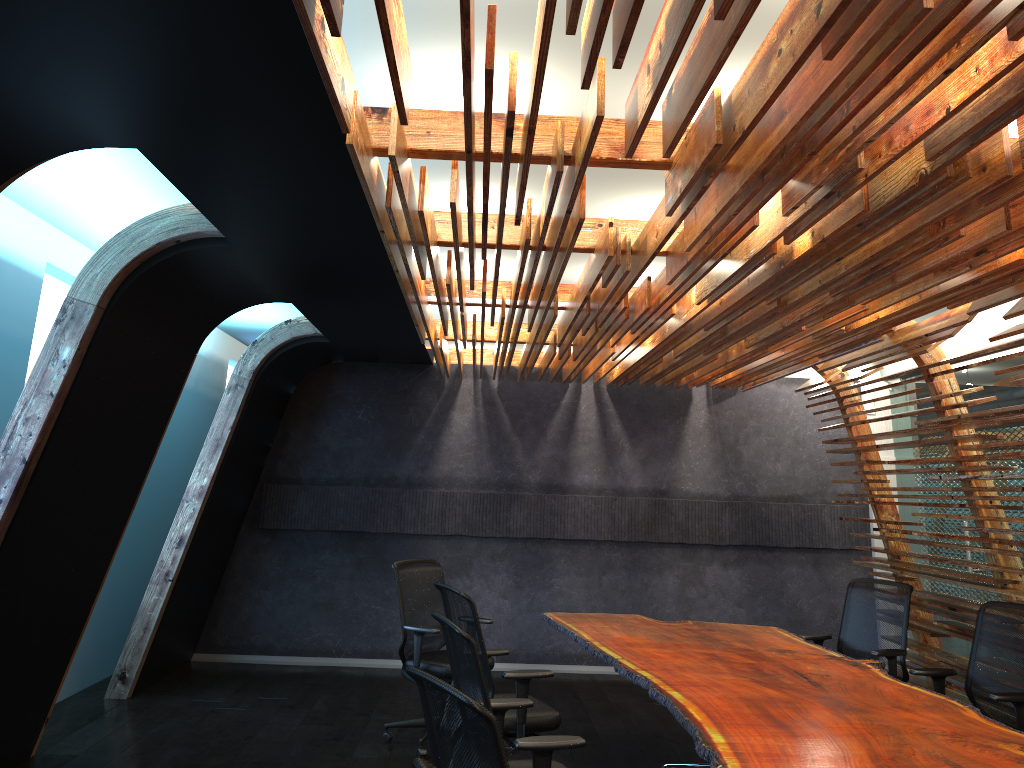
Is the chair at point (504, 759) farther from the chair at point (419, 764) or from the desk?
the desk

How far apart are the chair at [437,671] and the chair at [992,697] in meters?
3.1

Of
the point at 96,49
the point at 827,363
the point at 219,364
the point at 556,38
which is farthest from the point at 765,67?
the point at 219,364

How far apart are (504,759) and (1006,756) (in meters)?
2.44

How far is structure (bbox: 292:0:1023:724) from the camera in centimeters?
226cm

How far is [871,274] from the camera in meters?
4.5 m

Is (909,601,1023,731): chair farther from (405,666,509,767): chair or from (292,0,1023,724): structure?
(405,666,509,767): chair

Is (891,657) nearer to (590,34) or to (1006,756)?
(1006,756)

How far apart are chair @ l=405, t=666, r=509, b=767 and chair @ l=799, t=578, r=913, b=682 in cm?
423

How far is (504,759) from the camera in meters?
2.5
